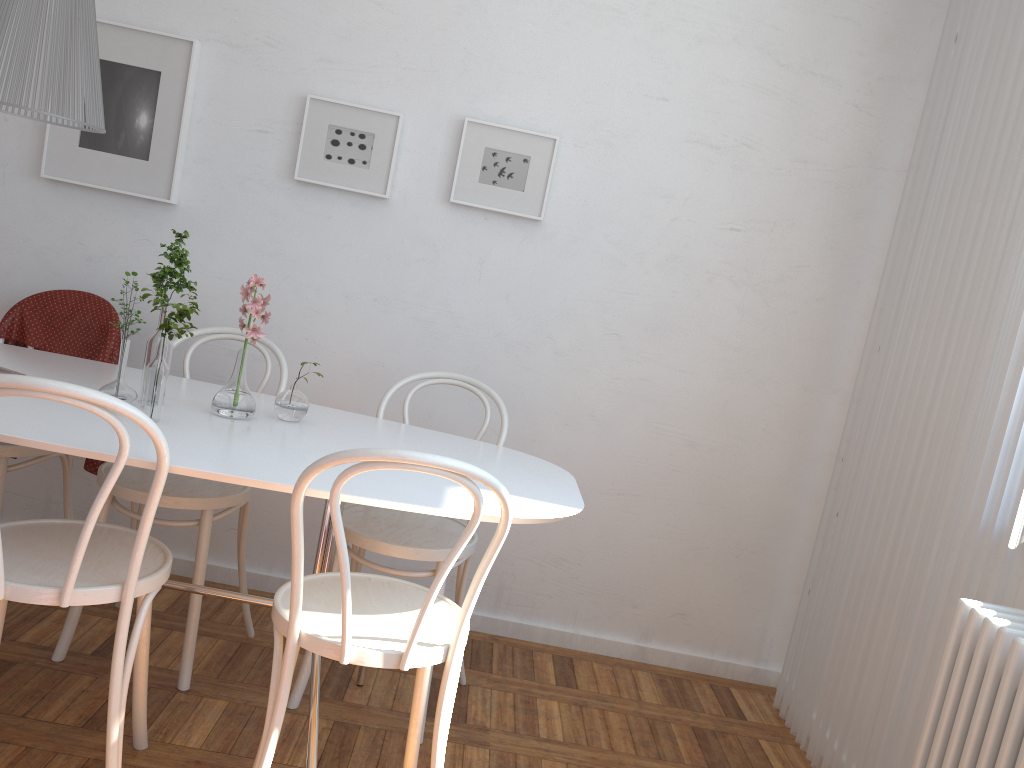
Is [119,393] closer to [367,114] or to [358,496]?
[358,496]

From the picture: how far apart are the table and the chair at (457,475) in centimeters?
10cm

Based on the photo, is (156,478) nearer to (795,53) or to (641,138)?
(641,138)

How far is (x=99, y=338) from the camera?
2.7 meters

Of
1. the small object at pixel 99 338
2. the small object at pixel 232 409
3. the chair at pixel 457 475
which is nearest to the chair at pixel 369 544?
the chair at pixel 457 475

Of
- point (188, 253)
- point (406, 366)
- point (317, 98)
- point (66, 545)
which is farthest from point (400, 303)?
point (66, 545)

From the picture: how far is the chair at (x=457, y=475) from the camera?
1.5 meters

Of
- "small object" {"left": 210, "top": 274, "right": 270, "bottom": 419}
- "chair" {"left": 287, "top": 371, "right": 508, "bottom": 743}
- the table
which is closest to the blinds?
the table

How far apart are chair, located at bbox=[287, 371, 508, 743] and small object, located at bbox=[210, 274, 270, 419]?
0.39m

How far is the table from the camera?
1.7 meters
